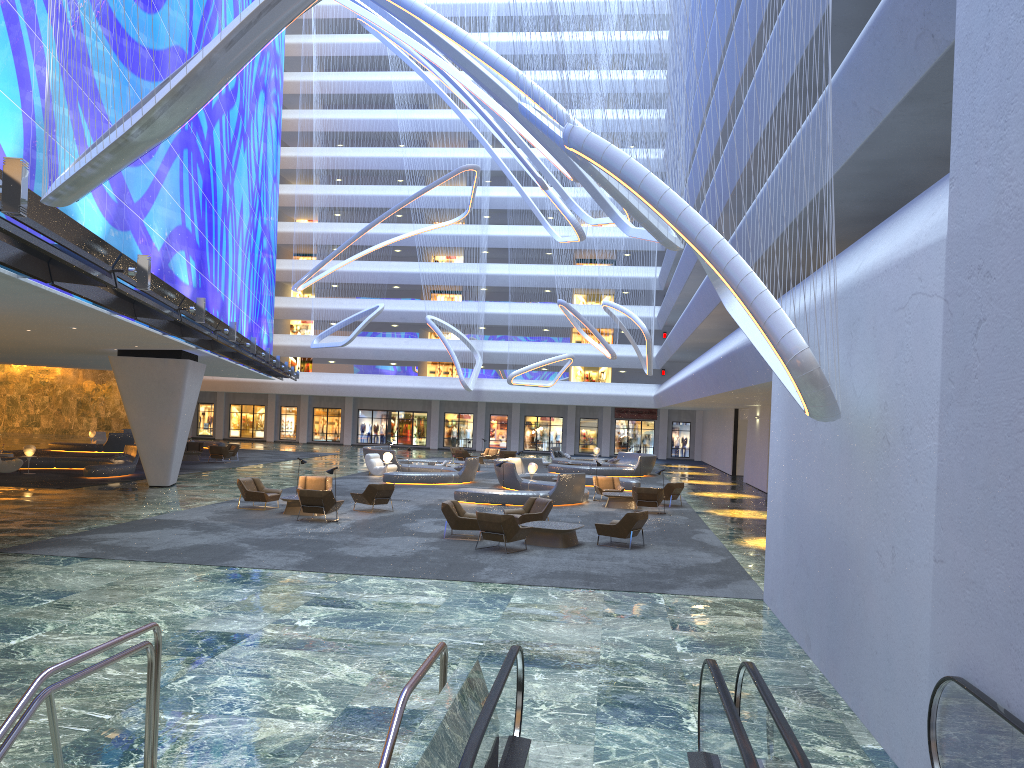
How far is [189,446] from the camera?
41.8 meters

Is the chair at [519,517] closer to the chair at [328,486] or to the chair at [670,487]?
the chair at [328,486]

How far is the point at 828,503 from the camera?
9.66m

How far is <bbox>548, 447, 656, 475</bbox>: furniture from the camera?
40.3m

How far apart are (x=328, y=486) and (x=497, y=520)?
8.71m

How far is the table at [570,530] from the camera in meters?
18.0 m

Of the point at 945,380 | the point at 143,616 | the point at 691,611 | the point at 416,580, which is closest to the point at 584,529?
the point at 416,580

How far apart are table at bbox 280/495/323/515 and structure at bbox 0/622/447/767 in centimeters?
1528cm

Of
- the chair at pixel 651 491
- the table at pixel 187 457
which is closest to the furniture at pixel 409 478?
the table at pixel 187 457

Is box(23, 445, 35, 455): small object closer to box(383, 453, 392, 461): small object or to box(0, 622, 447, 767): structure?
box(383, 453, 392, 461): small object
